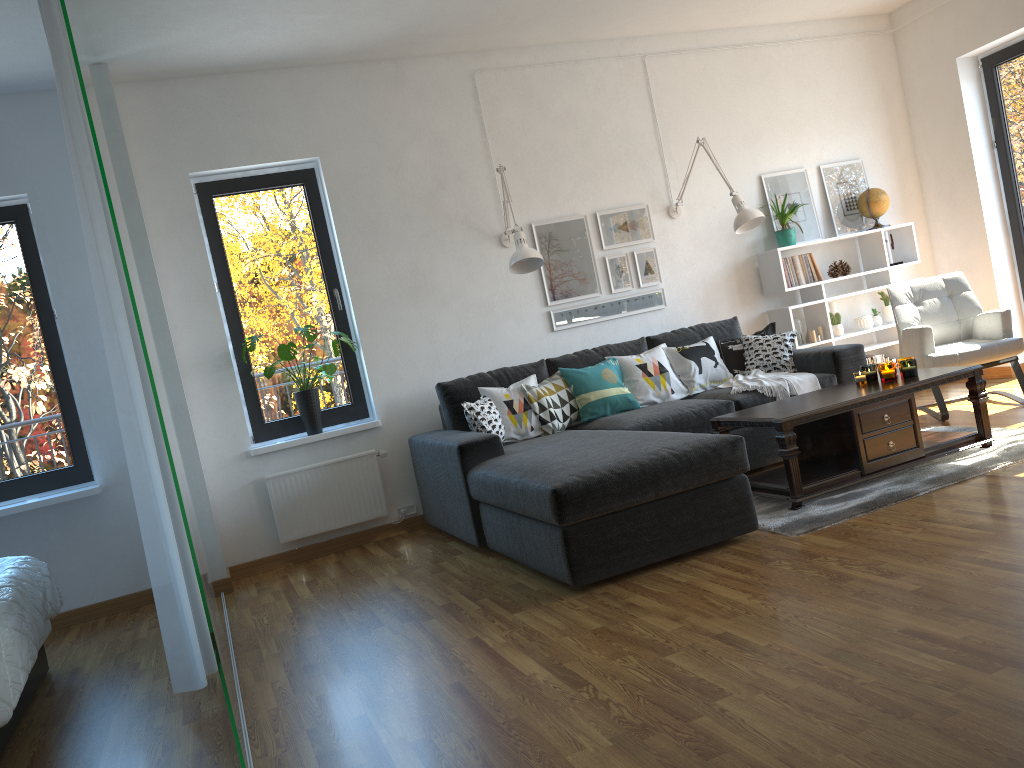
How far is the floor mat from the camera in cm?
363

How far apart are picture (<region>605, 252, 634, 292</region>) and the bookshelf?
1.0m

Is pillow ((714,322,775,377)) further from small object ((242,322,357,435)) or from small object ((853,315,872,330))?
small object ((242,322,357,435))

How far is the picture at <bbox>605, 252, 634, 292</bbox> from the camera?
5.8m

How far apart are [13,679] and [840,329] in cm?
527

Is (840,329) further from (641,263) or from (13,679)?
(13,679)

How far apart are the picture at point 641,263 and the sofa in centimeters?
47cm

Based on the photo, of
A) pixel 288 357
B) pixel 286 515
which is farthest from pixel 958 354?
pixel 286 515

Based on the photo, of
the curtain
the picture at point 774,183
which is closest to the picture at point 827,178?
the picture at point 774,183

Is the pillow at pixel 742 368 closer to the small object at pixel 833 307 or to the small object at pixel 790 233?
the small object at pixel 790 233
